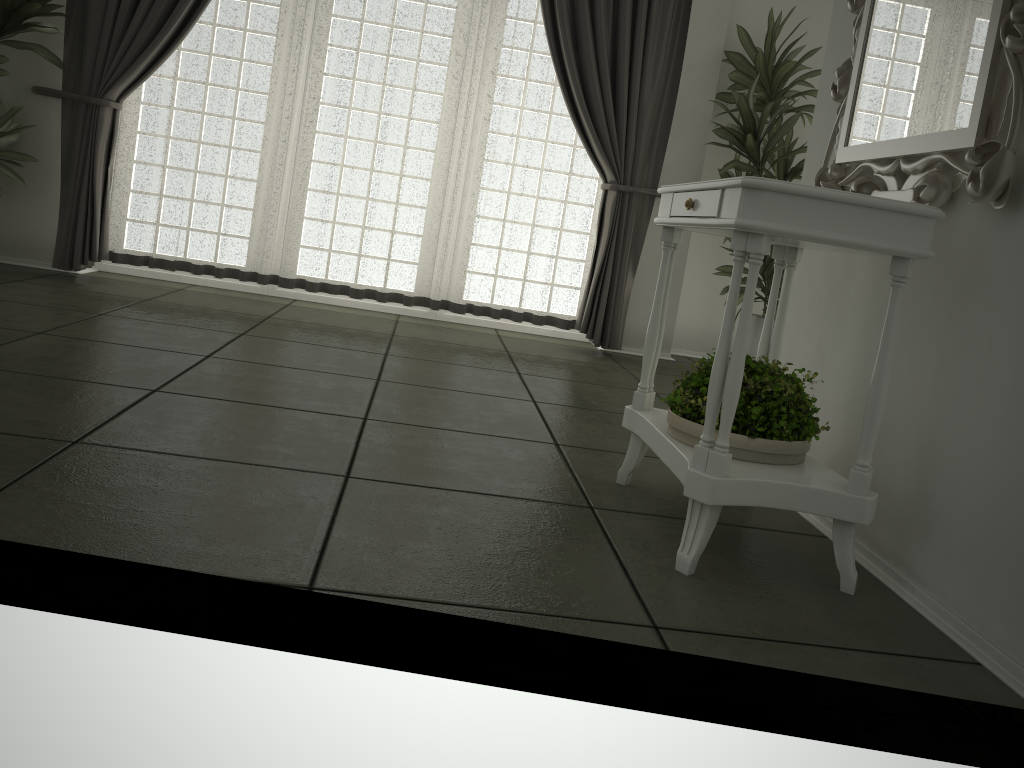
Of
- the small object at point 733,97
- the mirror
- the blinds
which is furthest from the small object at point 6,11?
the mirror

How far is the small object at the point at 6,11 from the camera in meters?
4.2

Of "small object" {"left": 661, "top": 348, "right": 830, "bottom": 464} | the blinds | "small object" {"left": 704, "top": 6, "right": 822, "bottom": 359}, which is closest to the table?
"small object" {"left": 661, "top": 348, "right": 830, "bottom": 464}

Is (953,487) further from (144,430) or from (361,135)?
(361,135)

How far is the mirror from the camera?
1.69m

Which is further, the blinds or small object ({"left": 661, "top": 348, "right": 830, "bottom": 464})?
the blinds

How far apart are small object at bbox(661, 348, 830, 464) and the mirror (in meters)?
0.47

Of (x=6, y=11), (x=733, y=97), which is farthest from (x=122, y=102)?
(x=733, y=97)

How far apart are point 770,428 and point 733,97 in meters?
3.1

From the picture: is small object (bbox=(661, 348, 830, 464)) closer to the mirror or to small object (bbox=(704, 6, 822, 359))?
the mirror
